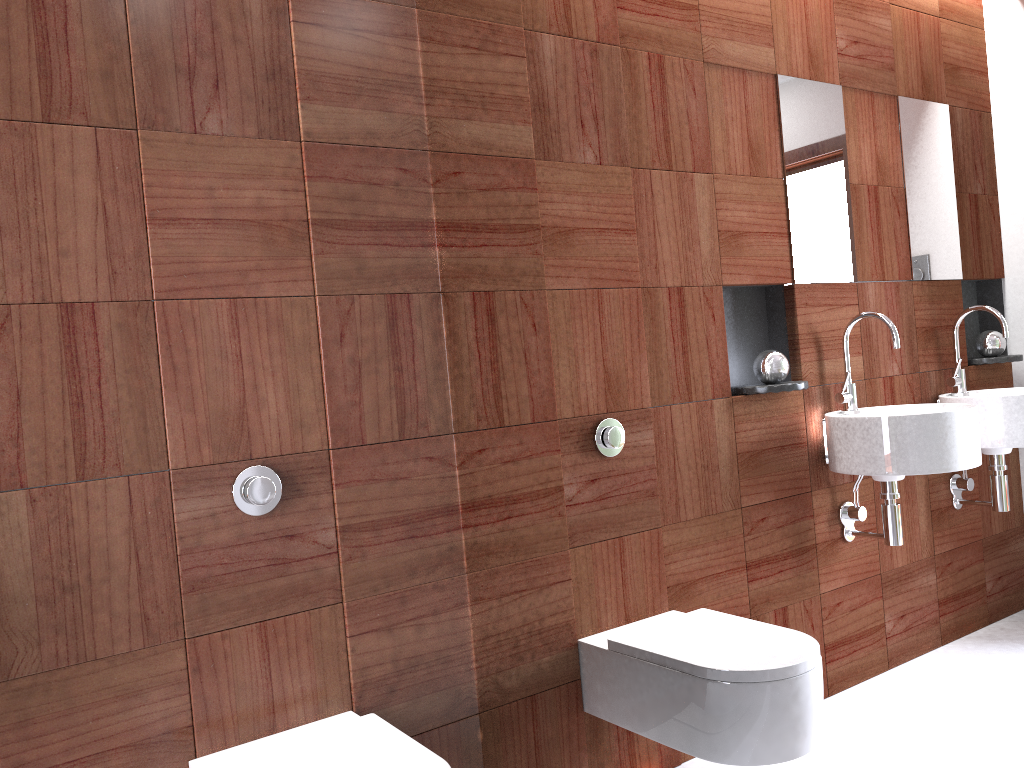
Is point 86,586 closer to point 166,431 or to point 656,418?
point 166,431

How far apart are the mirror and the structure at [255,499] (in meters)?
0.41

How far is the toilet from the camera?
1.5 meters

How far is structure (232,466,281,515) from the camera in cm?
171

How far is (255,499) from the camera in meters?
1.7

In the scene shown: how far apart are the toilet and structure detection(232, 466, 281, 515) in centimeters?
43cm

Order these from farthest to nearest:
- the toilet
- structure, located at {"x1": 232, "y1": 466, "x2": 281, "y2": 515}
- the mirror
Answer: structure, located at {"x1": 232, "y1": 466, "x2": 281, "y2": 515}, the toilet, the mirror

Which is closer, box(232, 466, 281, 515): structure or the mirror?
the mirror

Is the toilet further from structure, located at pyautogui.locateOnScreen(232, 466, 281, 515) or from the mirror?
structure, located at pyautogui.locateOnScreen(232, 466, 281, 515)

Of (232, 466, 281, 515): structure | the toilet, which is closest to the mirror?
the toilet
